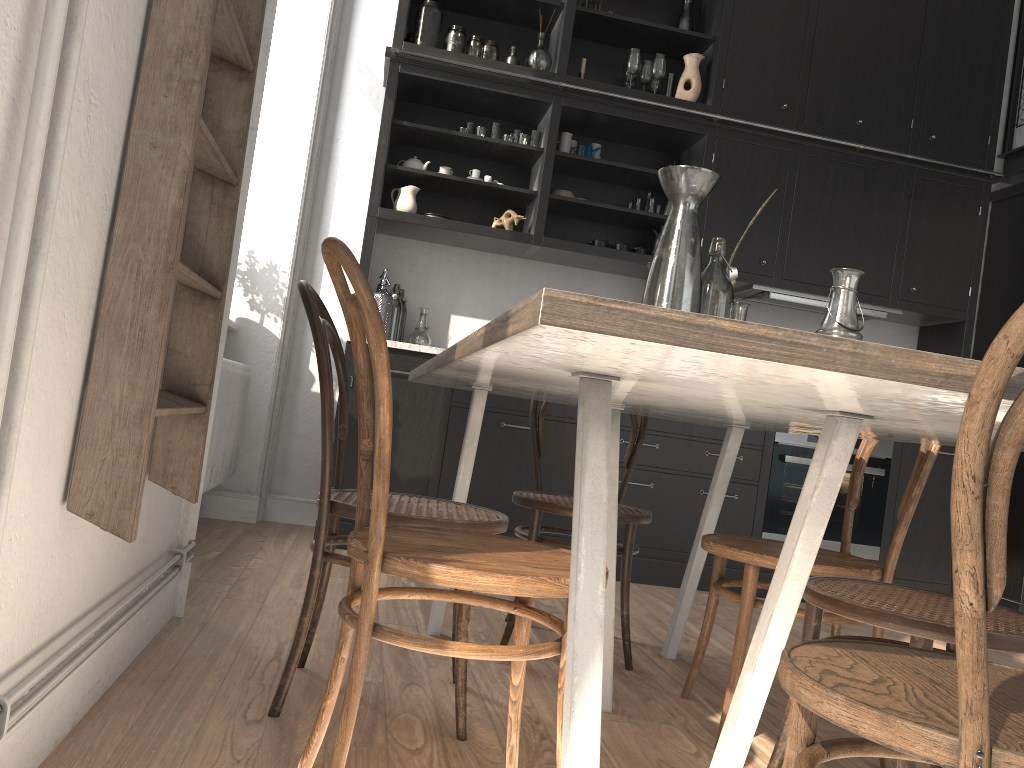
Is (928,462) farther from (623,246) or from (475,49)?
(475,49)

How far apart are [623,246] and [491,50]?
1.2m

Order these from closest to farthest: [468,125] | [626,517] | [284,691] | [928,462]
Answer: [284,691] < [928,462] < [626,517] < [468,125]

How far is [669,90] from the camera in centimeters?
459cm

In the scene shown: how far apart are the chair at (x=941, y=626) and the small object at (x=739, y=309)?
0.50m

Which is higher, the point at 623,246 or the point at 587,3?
the point at 587,3

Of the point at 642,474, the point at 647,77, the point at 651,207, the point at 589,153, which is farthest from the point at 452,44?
the point at 642,474

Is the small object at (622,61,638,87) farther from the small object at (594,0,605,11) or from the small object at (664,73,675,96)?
the small object at (594,0,605,11)

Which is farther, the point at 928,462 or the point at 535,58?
the point at 535,58

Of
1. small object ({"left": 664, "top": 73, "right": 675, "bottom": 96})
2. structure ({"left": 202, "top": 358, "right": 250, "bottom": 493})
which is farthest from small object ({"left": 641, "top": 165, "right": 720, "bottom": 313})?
small object ({"left": 664, "top": 73, "right": 675, "bottom": 96})
